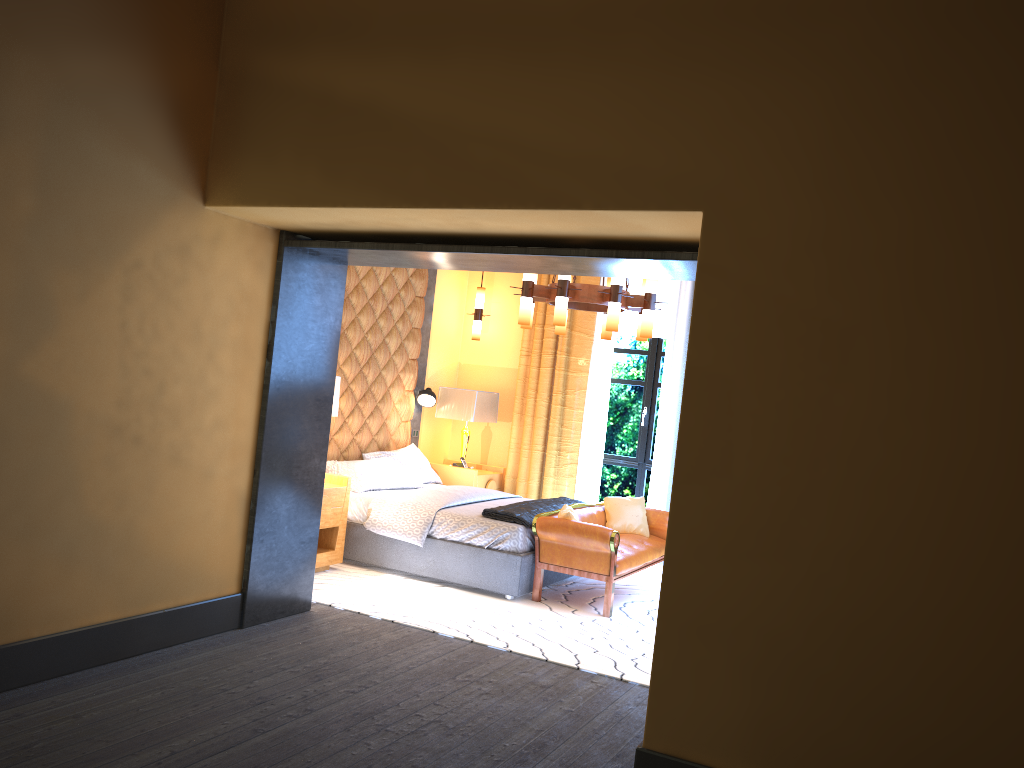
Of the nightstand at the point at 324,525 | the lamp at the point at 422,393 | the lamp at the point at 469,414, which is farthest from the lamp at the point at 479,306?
the nightstand at the point at 324,525

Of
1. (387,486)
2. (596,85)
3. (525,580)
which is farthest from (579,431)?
(596,85)

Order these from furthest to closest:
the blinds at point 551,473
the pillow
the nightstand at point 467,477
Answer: the blinds at point 551,473 → the nightstand at point 467,477 → the pillow

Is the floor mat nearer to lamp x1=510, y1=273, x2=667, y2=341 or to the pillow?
the pillow

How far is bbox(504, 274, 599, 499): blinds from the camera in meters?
8.5

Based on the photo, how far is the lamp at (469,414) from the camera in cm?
834

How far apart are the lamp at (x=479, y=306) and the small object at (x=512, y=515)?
2.2m

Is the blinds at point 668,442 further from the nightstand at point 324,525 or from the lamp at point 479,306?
the nightstand at point 324,525

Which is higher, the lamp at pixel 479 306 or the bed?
the lamp at pixel 479 306

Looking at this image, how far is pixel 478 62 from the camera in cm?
374
